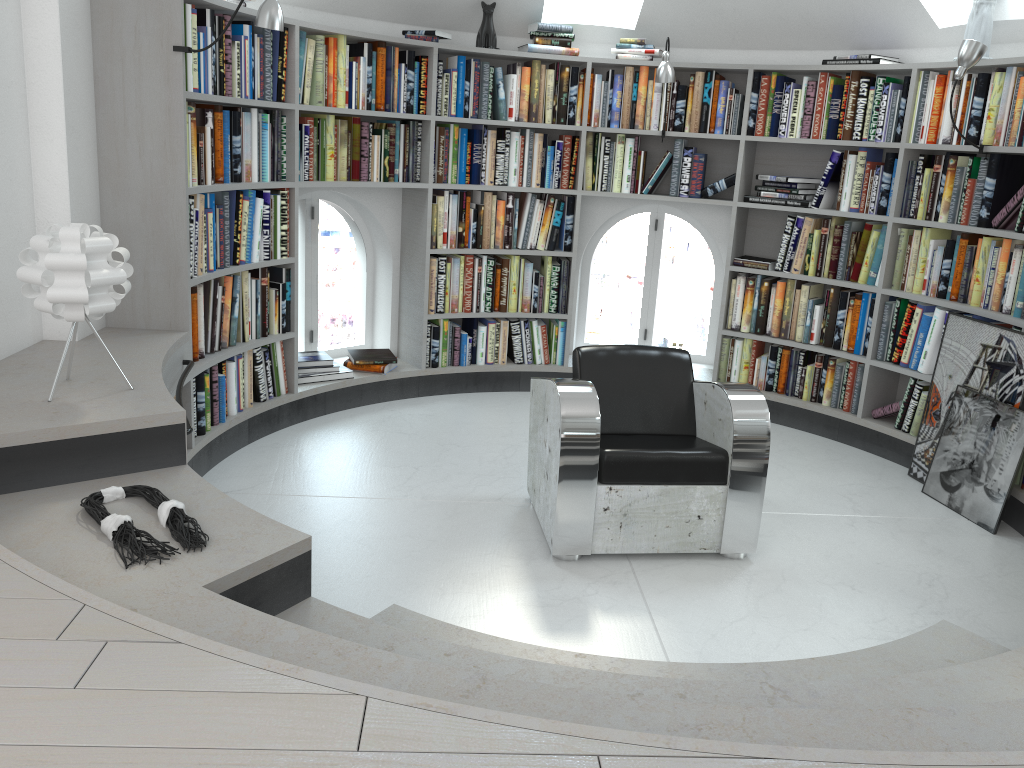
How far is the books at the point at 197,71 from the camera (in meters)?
3.62

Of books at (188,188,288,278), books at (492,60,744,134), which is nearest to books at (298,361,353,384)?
books at (188,188,288,278)

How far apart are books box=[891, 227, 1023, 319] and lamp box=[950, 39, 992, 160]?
0.8 meters

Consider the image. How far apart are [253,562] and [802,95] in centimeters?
411cm

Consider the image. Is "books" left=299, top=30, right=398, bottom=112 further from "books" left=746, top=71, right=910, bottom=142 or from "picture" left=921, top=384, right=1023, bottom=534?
"picture" left=921, top=384, right=1023, bottom=534

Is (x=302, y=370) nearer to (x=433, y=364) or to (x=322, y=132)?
(x=433, y=364)

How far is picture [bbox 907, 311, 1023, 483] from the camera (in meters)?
3.97

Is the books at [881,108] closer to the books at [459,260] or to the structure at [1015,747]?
the books at [459,260]

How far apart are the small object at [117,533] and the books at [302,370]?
2.51m

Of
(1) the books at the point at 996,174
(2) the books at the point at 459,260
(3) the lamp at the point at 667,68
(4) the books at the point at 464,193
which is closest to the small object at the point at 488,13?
(4) the books at the point at 464,193
